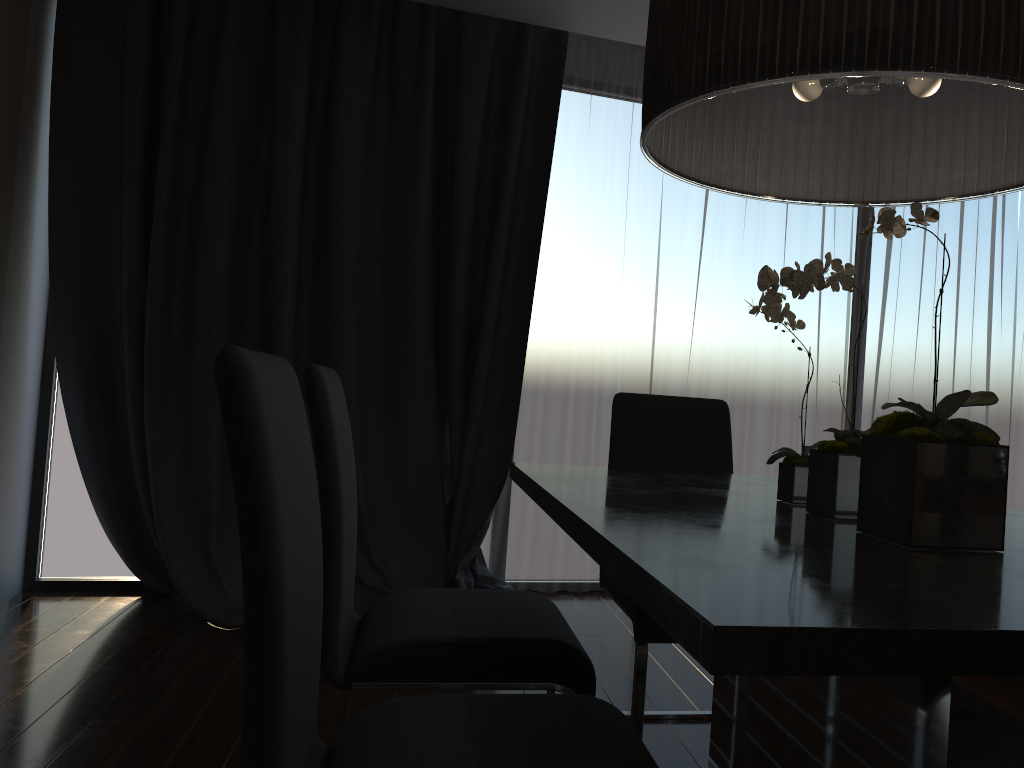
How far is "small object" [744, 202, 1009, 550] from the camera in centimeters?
118cm

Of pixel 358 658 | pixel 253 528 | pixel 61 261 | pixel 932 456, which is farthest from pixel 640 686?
pixel 61 261

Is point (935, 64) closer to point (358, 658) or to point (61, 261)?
point (358, 658)

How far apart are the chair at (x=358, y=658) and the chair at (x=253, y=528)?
0.3 meters

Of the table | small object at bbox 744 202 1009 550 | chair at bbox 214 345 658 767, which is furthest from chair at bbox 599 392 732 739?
chair at bbox 214 345 658 767

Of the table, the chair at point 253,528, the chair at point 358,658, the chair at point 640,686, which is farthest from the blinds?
the chair at point 253,528

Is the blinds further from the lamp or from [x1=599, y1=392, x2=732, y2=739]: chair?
the lamp

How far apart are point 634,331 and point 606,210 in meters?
0.6

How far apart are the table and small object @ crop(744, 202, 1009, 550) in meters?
0.0

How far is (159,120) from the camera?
3.7m
